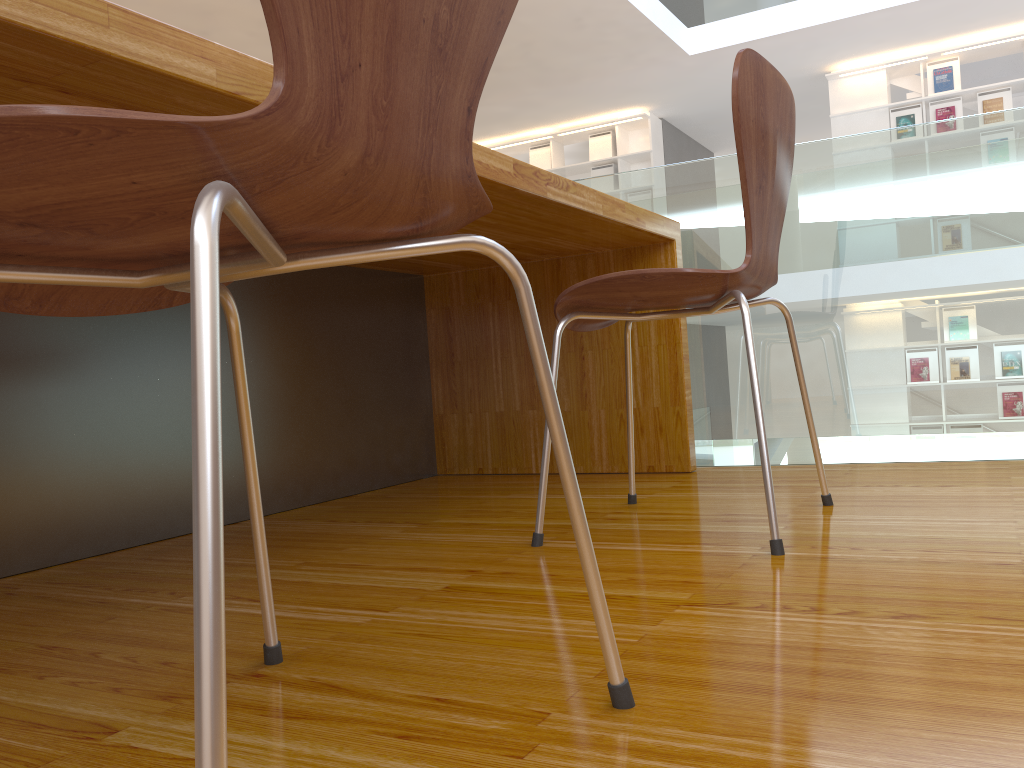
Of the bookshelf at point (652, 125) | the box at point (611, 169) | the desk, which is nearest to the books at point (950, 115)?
the bookshelf at point (652, 125)

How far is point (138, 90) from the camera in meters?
0.9

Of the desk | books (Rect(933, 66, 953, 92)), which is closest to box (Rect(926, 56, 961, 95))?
books (Rect(933, 66, 953, 92))

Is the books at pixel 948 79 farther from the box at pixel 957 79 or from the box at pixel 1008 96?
the box at pixel 1008 96

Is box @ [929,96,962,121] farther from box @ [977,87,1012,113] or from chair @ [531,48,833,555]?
chair @ [531,48,833,555]

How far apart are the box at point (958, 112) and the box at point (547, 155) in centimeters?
360cm

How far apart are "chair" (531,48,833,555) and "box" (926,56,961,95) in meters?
7.0

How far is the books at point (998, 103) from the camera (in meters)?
7.18

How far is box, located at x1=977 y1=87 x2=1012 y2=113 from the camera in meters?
7.2

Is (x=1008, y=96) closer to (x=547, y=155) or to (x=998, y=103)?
(x=998, y=103)
